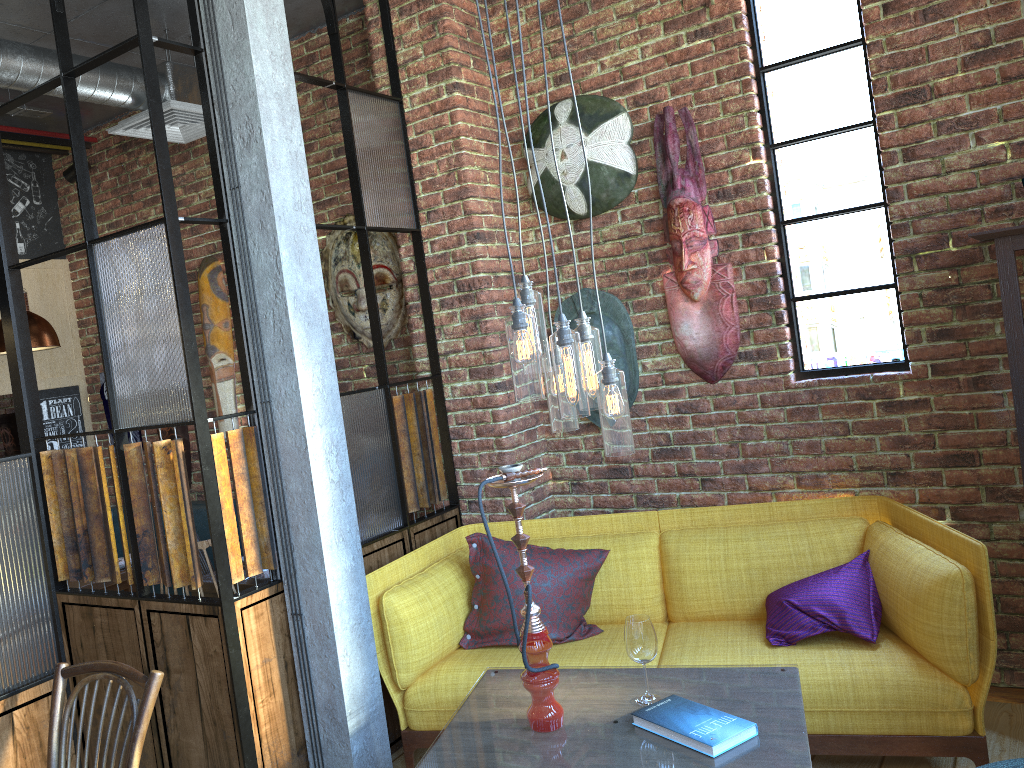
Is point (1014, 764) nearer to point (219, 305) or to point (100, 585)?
point (100, 585)

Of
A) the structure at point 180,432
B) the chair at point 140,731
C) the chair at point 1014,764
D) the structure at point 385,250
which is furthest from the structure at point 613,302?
the structure at point 180,432

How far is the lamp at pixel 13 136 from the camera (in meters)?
5.06

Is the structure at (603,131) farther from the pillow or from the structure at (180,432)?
the structure at (180,432)

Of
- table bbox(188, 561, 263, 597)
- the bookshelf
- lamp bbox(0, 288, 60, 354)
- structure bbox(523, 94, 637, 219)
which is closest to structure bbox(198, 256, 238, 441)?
lamp bbox(0, 288, 60, 354)

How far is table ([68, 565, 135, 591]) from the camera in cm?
446

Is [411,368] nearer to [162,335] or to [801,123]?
[162,335]

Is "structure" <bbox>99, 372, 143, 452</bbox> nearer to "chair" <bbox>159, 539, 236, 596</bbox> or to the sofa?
the sofa

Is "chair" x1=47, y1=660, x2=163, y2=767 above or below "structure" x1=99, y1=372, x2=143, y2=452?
below

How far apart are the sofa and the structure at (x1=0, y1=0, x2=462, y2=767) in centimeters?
11cm
